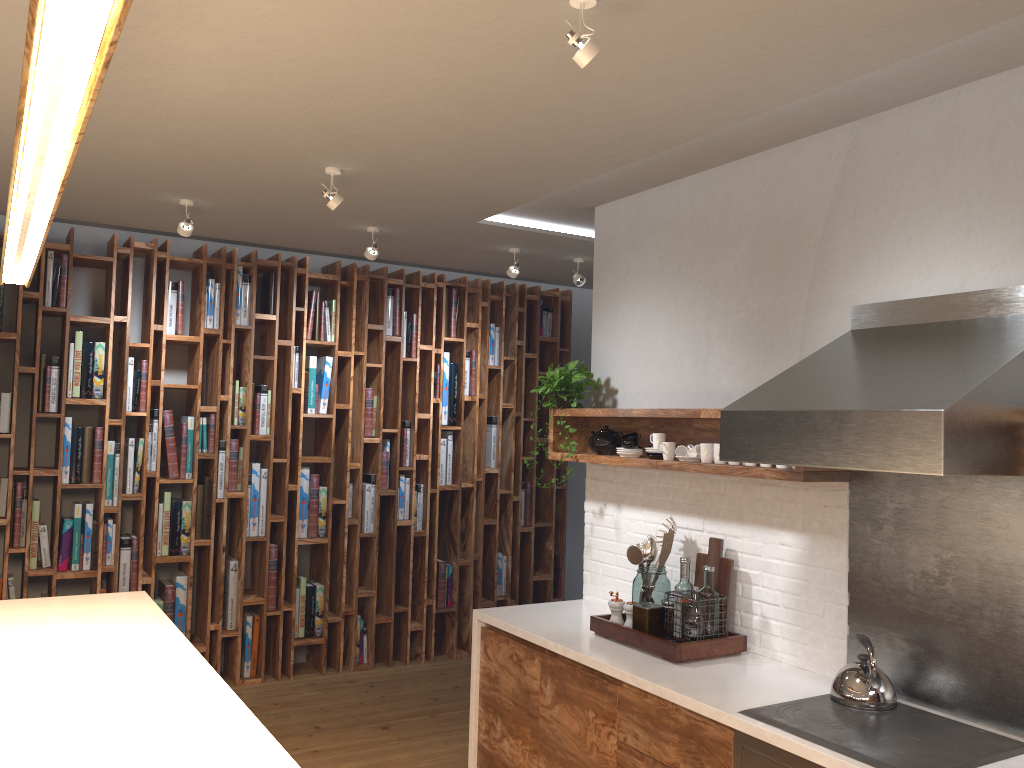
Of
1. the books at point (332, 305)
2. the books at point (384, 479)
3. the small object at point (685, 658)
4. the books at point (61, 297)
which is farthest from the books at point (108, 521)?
the small object at point (685, 658)

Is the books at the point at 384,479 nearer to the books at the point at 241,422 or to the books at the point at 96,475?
the books at the point at 241,422

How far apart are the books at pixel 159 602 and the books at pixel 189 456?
0.9m

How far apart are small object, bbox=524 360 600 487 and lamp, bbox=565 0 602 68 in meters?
2.2

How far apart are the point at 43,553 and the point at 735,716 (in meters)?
4.03

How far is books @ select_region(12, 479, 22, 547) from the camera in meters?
4.9 m

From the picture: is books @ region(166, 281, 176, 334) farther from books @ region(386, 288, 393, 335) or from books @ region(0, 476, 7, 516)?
books @ region(386, 288, 393, 335)

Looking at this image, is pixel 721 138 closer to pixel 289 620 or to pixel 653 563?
pixel 653 563

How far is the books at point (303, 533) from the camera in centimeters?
574cm

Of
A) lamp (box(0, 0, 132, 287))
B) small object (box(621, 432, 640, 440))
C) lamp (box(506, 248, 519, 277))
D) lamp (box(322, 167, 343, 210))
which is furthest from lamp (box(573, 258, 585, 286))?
lamp (box(0, 0, 132, 287))
